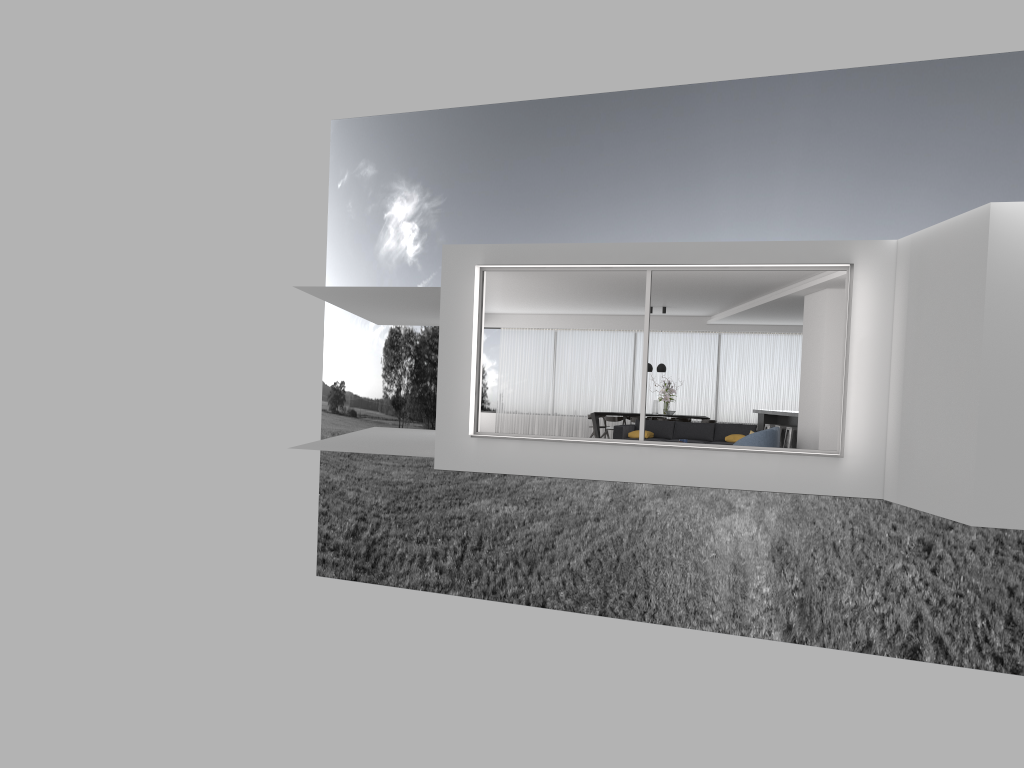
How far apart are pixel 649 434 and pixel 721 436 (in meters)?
1.27

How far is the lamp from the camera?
19.6m

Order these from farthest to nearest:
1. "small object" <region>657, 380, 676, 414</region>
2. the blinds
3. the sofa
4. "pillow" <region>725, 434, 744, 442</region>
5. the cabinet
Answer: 1. the blinds
2. "small object" <region>657, 380, 676, 414</region>
3. the cabinet
4. the sofa
5. "pillow" <region>725, 434, 744, 442</region>

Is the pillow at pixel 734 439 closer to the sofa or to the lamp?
the sofa

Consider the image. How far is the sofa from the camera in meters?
15.6

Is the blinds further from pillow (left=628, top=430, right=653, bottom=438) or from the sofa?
pillow (left=628, top=430, right=653, bottom=438)

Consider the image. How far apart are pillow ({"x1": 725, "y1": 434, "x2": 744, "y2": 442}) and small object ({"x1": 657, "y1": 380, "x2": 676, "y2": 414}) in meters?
4.5 m

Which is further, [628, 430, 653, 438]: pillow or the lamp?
the lamp

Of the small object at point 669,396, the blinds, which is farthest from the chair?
the blinds

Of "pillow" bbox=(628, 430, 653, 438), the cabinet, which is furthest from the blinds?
"pillow" bbox=(628, 430, 653, 438)
